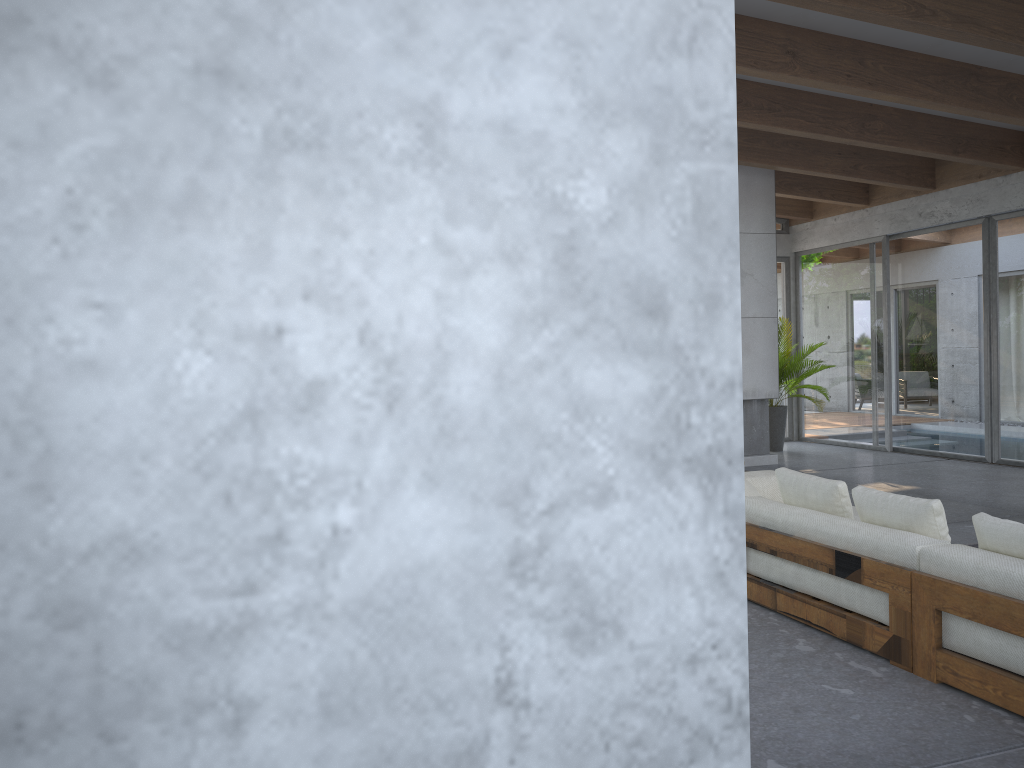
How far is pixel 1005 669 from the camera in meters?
3.2

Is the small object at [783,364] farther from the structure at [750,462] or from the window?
the structure at [750,462]

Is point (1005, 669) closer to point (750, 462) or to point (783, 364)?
point (750, 462)

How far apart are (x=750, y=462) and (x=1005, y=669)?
7.05m

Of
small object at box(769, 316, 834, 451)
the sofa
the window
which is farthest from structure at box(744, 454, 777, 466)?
the sofa

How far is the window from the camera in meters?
9.7

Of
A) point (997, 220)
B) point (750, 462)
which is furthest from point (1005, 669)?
point (997, 220)

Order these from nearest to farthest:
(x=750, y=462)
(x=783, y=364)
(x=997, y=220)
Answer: (x=997, y=220) → (x=750, y=462) → (x=783, y=364)

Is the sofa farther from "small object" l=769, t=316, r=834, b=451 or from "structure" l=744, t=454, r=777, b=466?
"small object" l=769, t=316, r=834, b=451

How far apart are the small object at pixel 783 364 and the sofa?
5.6 meters
